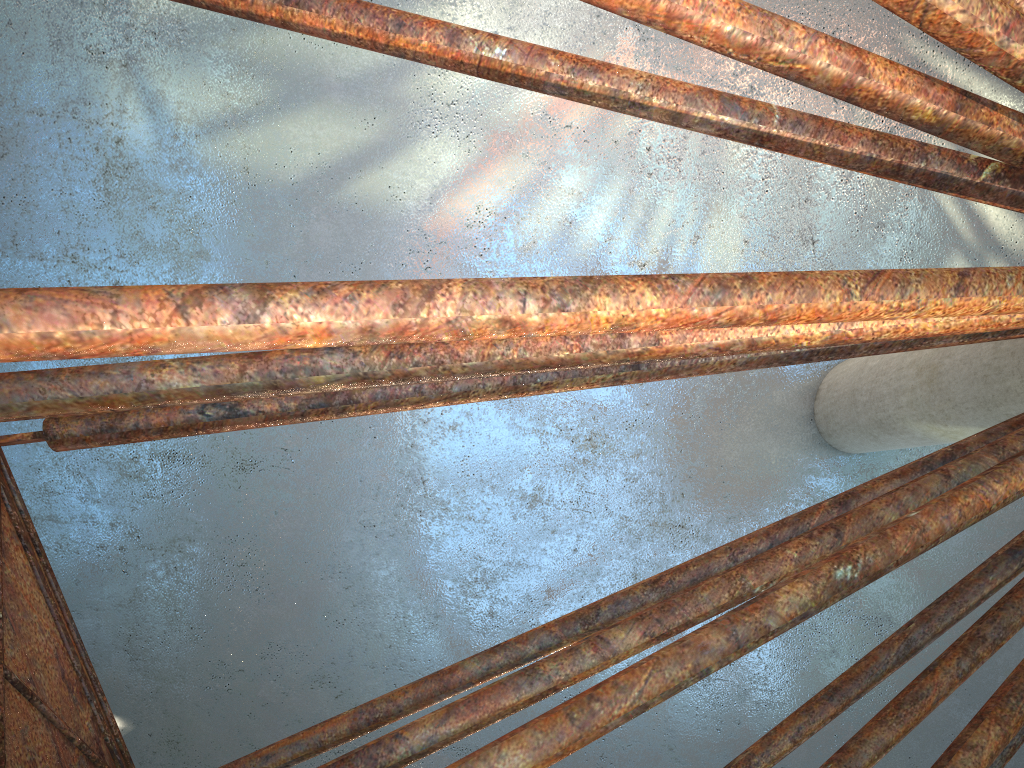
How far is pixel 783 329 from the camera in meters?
6.7

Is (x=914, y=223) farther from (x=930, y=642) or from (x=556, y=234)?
(x=930, y=642)
